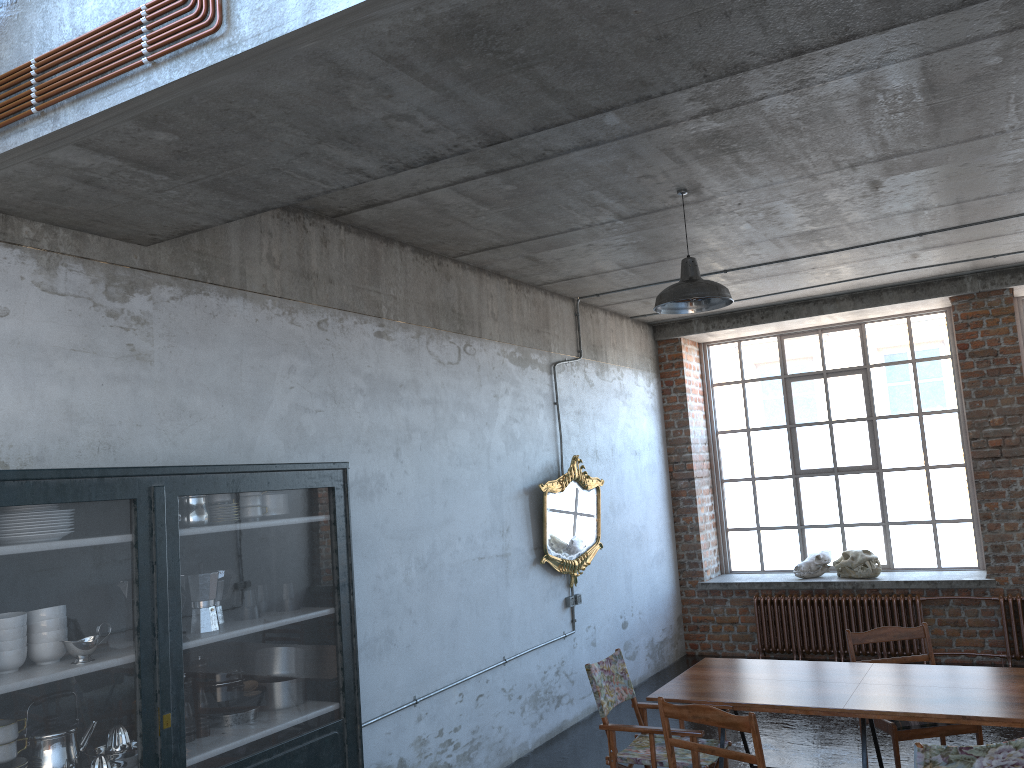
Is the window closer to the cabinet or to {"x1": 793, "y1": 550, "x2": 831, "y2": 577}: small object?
{"x1": 793, "y1": 550, "x2": 831, "y2": 577}: small object

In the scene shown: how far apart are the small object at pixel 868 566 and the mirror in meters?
3.0 m

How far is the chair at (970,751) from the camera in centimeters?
343cm

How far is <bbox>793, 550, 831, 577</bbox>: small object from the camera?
9.8 meters

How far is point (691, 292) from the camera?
5.4m

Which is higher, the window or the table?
the window

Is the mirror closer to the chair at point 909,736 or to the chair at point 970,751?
the chair at point 909,736

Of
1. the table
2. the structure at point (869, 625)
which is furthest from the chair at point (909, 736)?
the structure at point (869, 625)

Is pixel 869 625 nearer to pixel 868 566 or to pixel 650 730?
pixel 868 566

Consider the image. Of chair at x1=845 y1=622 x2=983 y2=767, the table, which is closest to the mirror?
the table
